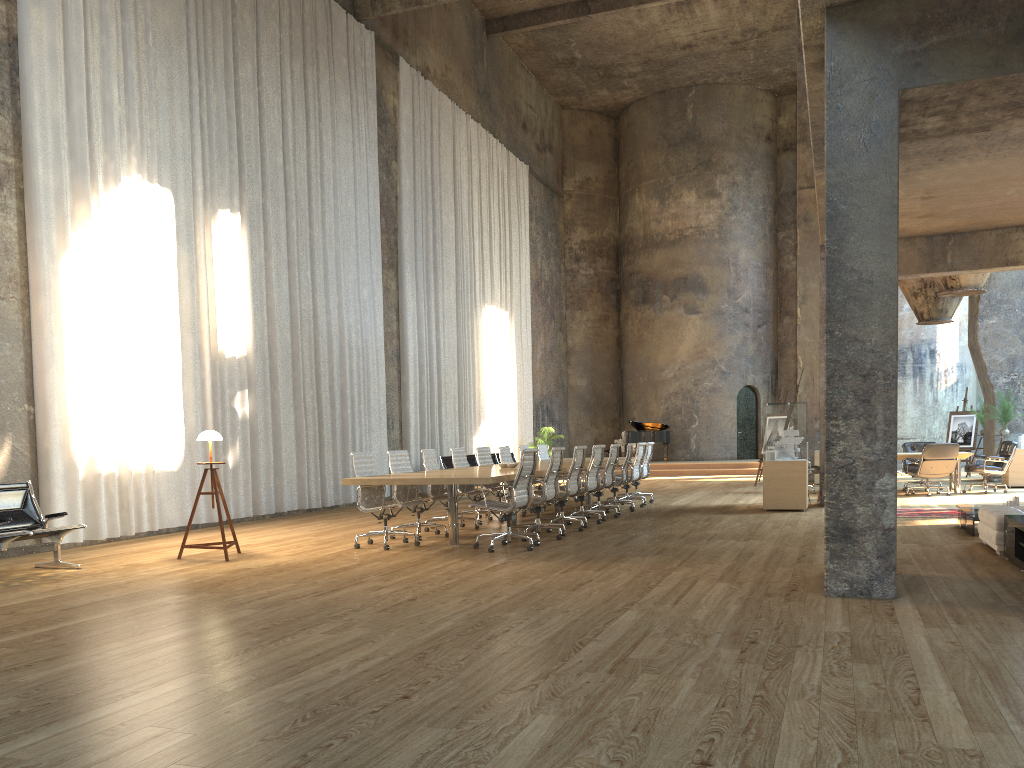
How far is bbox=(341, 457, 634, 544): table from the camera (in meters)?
8.45

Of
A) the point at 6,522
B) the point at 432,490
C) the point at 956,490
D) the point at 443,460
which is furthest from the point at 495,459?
the point at 6,522

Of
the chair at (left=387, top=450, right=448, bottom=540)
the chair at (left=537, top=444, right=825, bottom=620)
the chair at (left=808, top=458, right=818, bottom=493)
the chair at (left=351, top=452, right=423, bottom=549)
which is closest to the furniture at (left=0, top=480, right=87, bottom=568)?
the chair at (left=351, top=452, right=423, bottom=549)

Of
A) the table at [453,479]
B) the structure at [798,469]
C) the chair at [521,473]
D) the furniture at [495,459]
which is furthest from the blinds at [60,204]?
the structure at [798,469]

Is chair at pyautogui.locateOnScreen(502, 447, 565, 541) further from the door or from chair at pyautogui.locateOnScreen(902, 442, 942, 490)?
the door

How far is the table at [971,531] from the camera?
9.04m

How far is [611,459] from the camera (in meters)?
12.21

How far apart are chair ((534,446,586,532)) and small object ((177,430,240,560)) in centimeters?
387cm

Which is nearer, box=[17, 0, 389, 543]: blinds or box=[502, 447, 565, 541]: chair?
box=[502, 447, 565, 541]: chair

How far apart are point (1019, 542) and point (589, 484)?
5.36m
